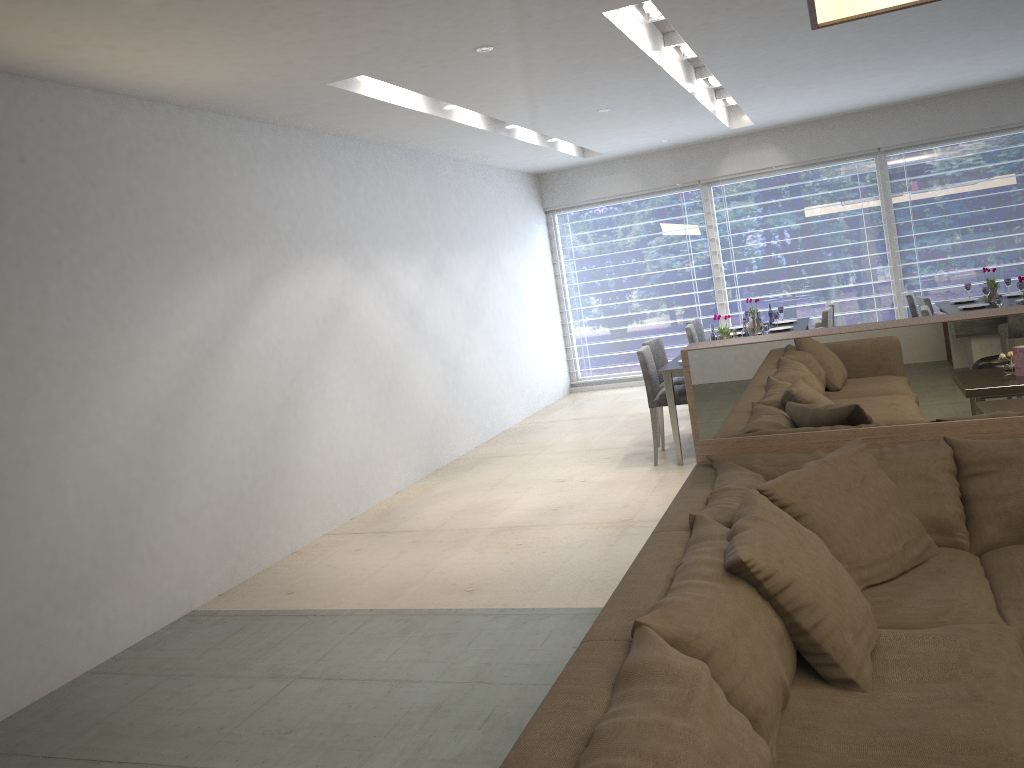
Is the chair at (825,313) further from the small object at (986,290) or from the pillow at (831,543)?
the pillow at (831,543)

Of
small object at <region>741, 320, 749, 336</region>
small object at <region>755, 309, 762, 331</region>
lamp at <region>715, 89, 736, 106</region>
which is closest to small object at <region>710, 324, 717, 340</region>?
small object at <region>741, 320, 749, 336</region>

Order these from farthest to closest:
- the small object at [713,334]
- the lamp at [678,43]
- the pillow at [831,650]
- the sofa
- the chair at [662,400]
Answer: the small object at [713,334], the chair at [662,400], the lamp at [678,43], the pillow at [831,650], the sofa

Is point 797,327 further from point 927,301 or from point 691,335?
point 927,301

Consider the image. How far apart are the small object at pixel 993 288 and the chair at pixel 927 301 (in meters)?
0.59

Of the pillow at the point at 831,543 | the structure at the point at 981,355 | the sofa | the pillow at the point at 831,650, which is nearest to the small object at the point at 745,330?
the structure at the point at 981,355

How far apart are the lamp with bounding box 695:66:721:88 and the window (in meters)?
2.34

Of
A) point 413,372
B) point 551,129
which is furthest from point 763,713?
point 551,129

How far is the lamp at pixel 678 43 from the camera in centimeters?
545cm

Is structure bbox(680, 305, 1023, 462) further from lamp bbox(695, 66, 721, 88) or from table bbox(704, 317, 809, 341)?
table bbox(704, 317, 809, 341)
